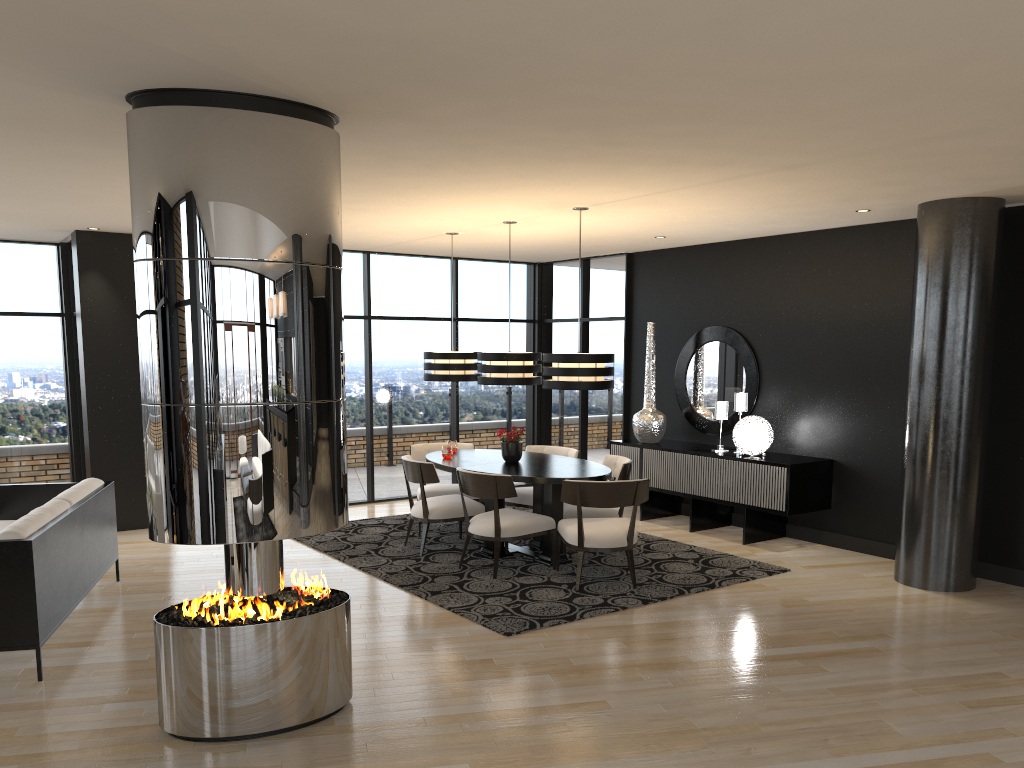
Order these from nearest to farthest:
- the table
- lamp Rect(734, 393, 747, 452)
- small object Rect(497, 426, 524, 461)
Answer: the table
small object Rect(497, 426, 524, 461)
lamp Rect(734, 393, 747, 452)

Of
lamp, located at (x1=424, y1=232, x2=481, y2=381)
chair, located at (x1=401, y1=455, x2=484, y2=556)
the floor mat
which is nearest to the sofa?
the floor mat

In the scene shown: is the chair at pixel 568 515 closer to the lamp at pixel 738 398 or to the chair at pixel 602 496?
the chair at pixel 602 496

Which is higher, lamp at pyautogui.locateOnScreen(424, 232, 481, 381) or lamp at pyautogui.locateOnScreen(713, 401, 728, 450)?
lamp at pyautogui.locateOnScreen(424, 232, 481, 381)

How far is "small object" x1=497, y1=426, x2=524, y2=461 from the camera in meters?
7.3 m

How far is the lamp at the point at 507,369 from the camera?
7.1 meters

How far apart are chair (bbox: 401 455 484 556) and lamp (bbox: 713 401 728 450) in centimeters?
248cm

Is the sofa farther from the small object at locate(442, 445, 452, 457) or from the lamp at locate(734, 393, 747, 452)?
the lamp at locate(734, 393, 747, 452)

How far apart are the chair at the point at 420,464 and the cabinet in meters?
2.1 m

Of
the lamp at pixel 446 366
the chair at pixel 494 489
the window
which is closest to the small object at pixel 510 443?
the chair at pixel 494 489
